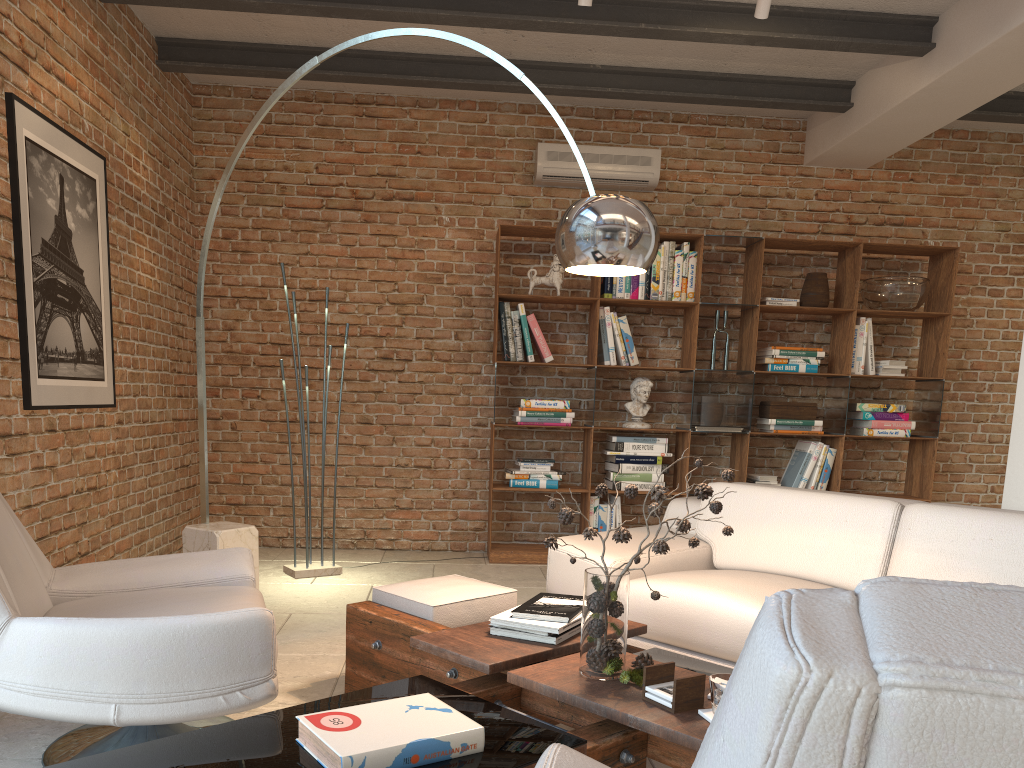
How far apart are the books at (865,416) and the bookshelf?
0.1m

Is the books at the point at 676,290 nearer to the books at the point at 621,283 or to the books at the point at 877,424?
the books at the point at 621,283

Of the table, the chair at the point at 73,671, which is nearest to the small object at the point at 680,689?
the table

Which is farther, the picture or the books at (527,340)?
the books at (527,340)

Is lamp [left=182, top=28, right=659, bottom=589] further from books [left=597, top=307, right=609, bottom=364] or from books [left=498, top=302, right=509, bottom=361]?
books [left=597, top=307, right=609, bottom=364]

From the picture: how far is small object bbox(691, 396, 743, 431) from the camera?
5.92m

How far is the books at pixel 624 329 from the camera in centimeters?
589cm

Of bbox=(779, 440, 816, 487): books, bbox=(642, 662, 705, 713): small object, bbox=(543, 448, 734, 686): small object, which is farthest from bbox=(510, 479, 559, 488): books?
bbox=(642, 662, 705, 713): small object

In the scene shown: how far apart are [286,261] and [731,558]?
3.8 meters

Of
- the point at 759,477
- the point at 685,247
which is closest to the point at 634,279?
the point at 685,247
